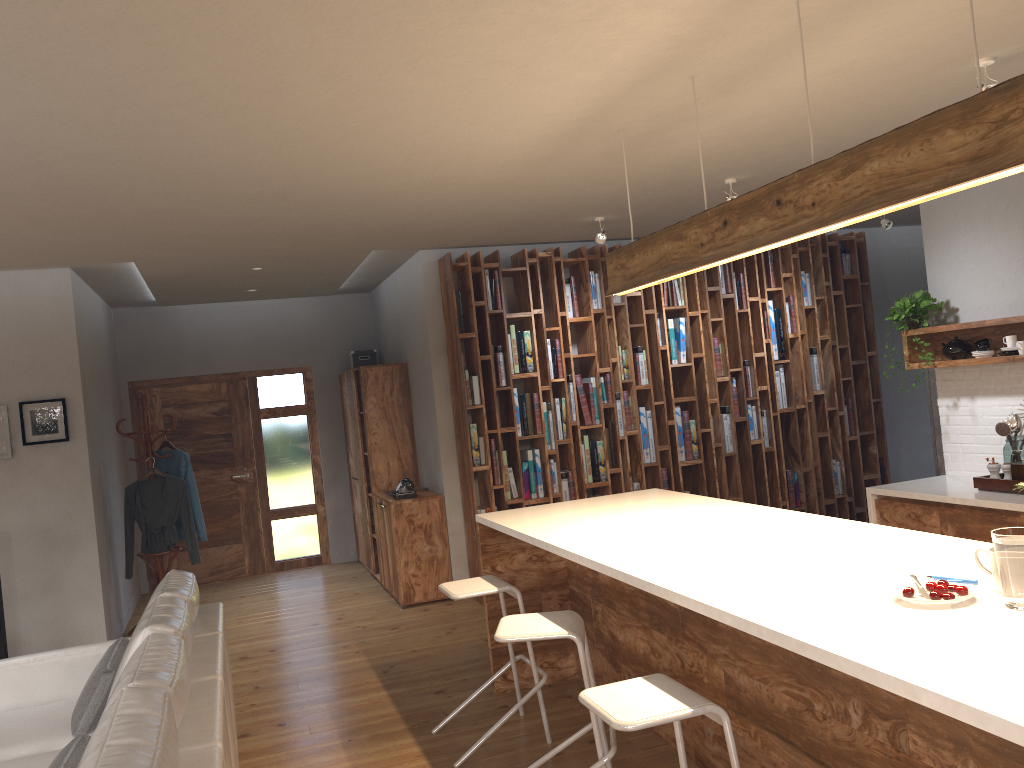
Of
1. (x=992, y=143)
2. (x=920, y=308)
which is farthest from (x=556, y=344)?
(x=992, y=143)

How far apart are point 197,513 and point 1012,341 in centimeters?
588cm

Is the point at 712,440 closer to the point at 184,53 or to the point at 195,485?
the point at 195,485

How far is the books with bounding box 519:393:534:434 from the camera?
6.96m

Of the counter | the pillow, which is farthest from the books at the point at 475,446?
the pillow

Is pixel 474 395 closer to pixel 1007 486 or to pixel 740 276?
pixel 740 276

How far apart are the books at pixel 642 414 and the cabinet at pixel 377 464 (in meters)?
2.09

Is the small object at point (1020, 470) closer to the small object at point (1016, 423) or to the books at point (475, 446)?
the small object at point (1016, 423)

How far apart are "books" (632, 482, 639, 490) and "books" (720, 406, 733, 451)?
1.0 meters

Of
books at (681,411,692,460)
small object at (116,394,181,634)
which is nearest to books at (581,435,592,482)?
books at (681,411,692,460)
